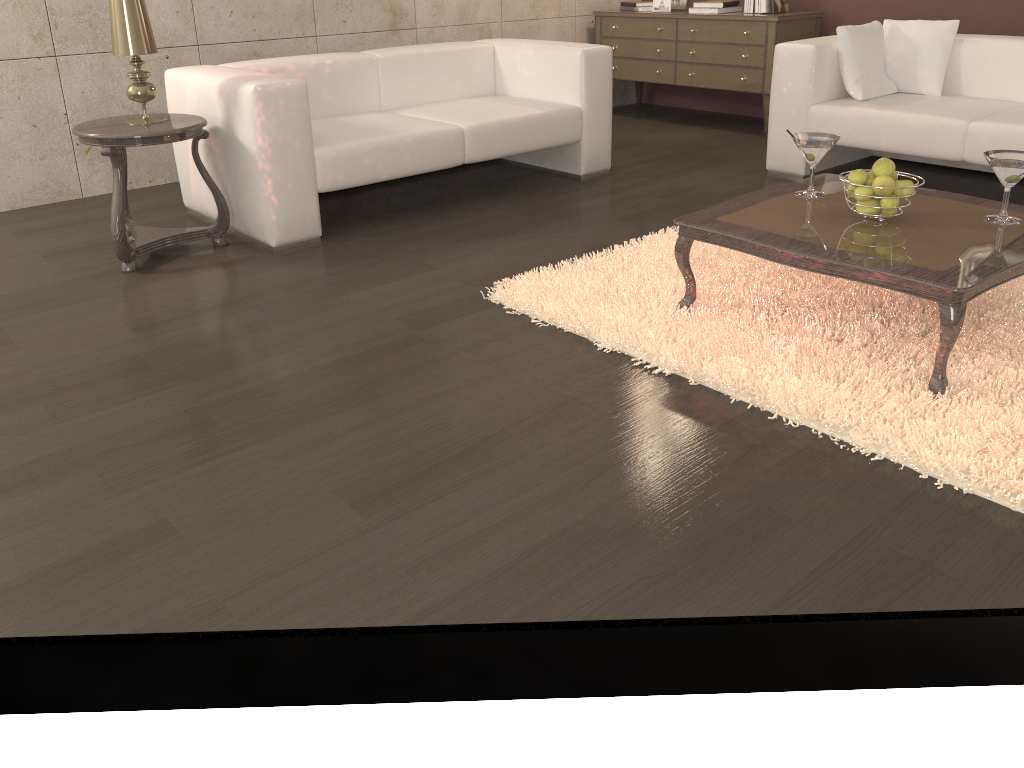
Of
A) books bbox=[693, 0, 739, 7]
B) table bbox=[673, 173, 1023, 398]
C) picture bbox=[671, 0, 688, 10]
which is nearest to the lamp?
table bbox=[673, 173, 1023, 398]

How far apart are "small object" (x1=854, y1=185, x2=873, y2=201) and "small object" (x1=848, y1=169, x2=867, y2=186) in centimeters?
2cm

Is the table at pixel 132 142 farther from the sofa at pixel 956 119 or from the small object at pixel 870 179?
the sofa at pixel 956 119

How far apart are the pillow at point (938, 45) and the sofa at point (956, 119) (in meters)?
0.05

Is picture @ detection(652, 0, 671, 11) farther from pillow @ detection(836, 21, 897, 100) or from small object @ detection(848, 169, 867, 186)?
small object @ detection(848, 169, 867, 186)

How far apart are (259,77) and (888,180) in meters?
2.3

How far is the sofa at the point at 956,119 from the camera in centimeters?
373cm

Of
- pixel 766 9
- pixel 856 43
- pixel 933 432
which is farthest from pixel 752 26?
pixel 933 432

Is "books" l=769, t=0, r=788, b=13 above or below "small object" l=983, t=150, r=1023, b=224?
above

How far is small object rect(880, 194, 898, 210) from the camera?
2.45m
